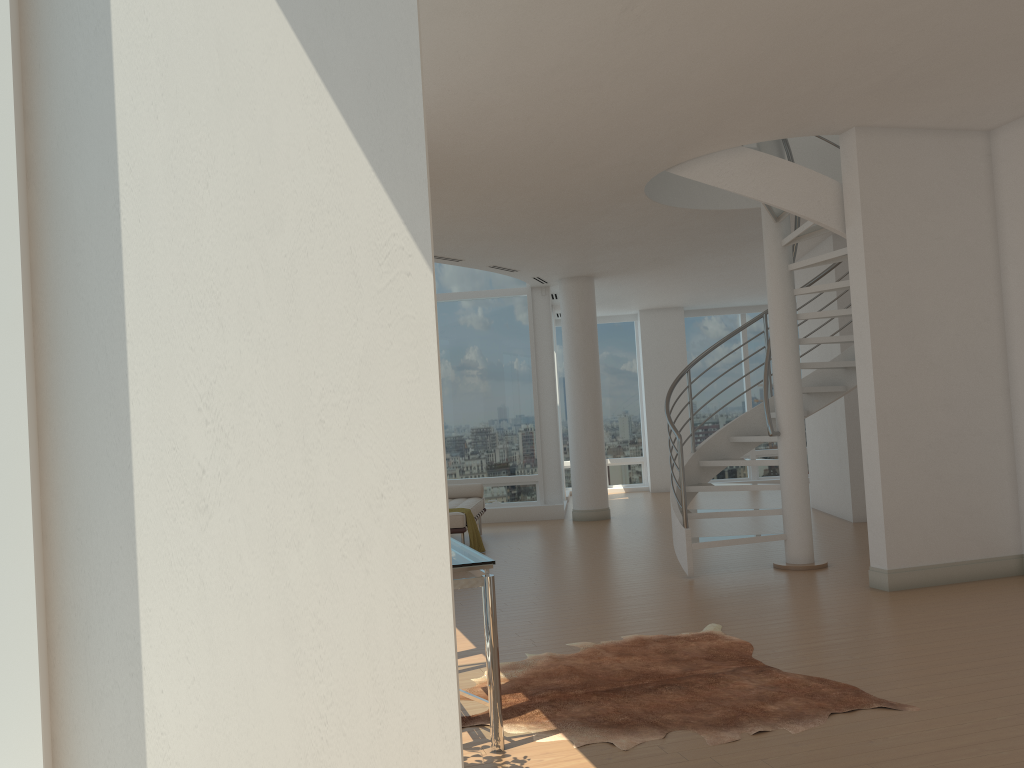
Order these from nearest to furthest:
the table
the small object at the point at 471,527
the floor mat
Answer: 1. the table
2. the floor mat
3. the small object at the point at 471,527

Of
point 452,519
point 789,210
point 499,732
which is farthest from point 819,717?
point 452,519

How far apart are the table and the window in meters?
2.3

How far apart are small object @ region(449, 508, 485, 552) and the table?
5.0 meters

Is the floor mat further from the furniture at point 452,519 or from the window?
the furniture at point 452,519

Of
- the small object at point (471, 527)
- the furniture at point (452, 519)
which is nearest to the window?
the furniture at point (452, 519)

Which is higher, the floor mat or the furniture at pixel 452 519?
the furniture at pixel 452 519

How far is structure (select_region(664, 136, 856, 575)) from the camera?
6.72m

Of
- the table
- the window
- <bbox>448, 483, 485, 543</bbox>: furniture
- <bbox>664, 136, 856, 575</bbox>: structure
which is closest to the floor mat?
the table

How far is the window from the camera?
1.40m
